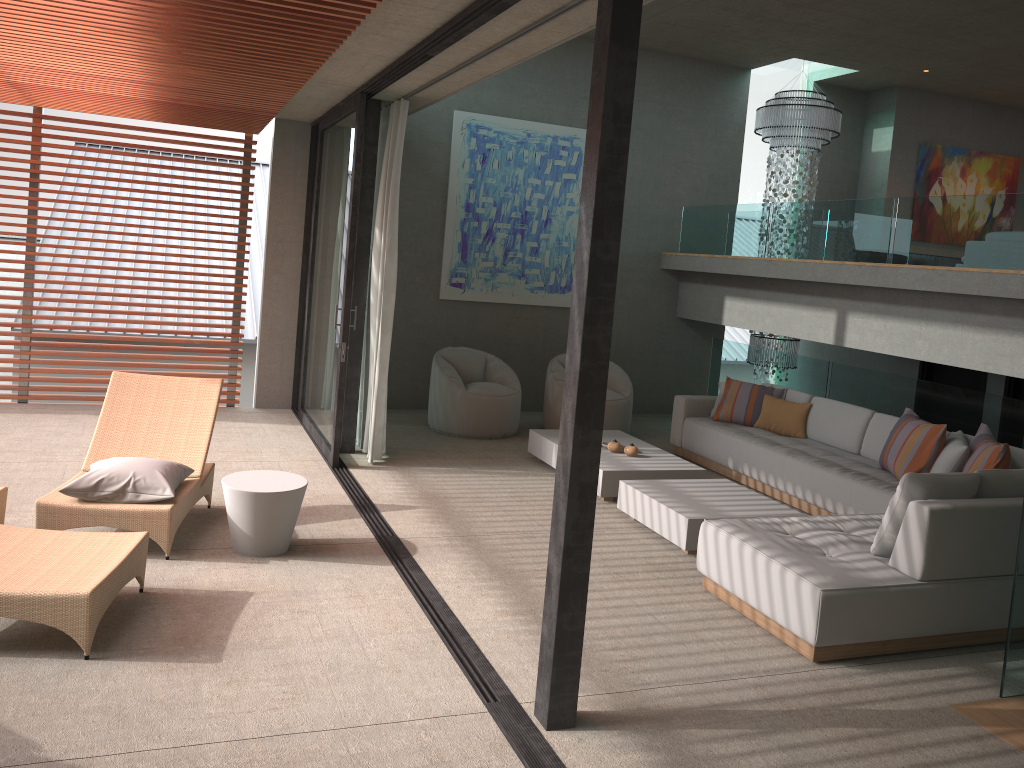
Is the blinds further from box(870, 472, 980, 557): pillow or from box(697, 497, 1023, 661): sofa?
box(870, 472, 980, 557): pillow

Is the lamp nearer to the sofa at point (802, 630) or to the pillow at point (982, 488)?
the sofa at point (802, 630)

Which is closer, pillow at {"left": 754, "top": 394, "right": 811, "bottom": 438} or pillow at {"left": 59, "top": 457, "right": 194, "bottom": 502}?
pillow at {"left": 59, "top": 457, "right": 194, "bottom": 502}

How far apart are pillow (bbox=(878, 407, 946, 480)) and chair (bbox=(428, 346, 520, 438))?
3.4 meters

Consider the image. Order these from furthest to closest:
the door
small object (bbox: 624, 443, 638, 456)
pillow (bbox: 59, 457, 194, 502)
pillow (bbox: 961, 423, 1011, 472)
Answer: the door → small object (bbox: 624, 443, 638, 456) → pillow (bbox: 961, 423, 1011, 472) → pillow (bbox: 59, 457, 194, 502)

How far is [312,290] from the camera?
8.5 meters

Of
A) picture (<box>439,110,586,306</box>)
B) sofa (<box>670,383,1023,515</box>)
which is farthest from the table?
picture (<box>439,110,586,306</box>)

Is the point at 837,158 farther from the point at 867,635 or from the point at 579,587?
the point at 579,587

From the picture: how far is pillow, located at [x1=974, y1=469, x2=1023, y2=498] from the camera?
4.60m

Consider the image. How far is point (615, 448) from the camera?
7.2m
